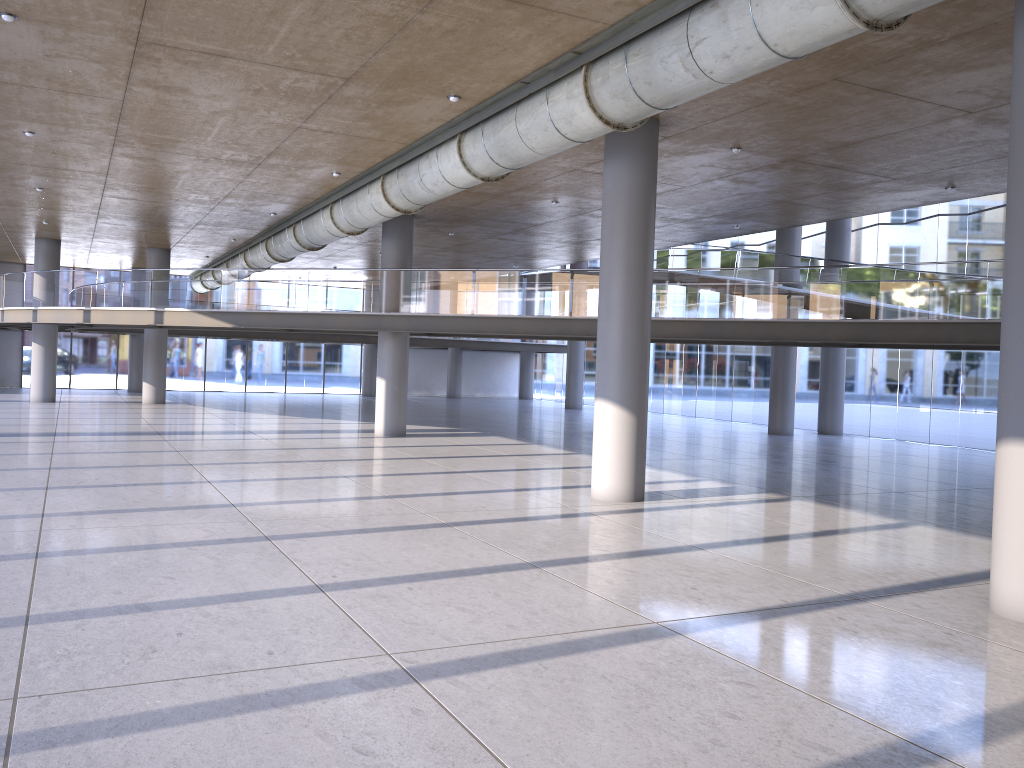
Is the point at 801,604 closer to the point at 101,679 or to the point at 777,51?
the point at 777,51

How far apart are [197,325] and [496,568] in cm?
1671
